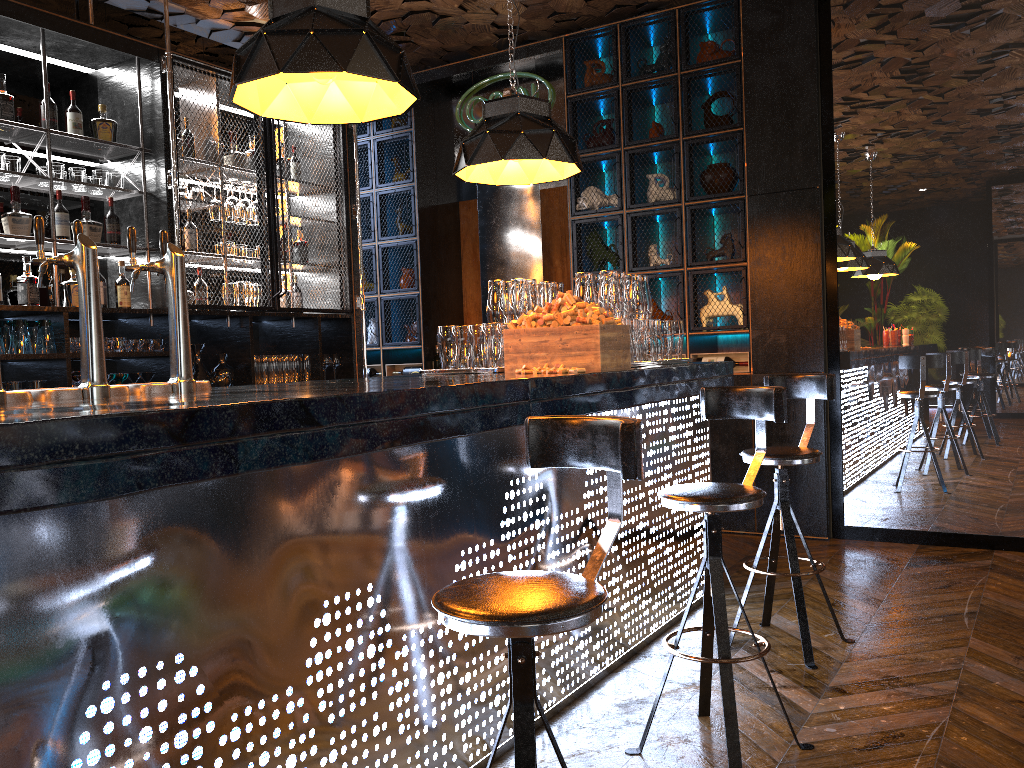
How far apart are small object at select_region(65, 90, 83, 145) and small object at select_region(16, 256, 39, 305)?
0.8m

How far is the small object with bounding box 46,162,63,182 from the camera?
4.7m

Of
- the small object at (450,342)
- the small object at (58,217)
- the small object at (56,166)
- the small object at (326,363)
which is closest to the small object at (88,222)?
the small object at (58,217)

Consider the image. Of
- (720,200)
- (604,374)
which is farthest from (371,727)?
(720,200)

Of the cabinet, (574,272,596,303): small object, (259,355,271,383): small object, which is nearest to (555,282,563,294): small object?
(574,272,596,303): small object

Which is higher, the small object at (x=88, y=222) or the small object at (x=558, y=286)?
the small object at (x=88, y=222)

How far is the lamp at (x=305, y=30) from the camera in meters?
2.6

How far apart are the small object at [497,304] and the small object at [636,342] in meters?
0.6

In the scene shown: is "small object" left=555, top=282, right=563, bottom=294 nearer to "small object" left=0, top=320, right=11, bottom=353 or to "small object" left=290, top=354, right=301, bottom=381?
"small object" left=290, top=354, right=301, bottom=381

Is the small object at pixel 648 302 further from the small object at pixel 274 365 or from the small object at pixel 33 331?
the small object at pixel 33 331
